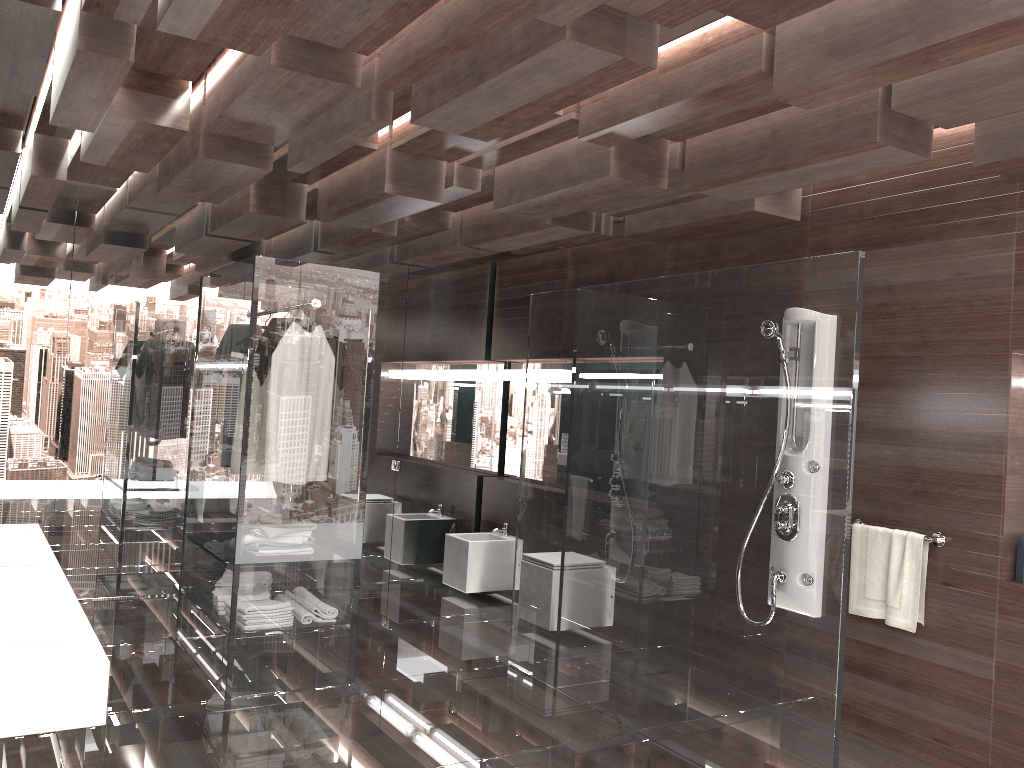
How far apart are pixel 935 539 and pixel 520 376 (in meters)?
3.53

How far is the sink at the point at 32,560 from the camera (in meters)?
2.75

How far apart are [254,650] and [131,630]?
1.3 meters

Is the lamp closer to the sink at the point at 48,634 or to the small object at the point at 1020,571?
the small object at the point at 1020,571

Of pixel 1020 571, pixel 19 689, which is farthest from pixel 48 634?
pixel 1020 571

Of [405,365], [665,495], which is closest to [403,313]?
[405,365]

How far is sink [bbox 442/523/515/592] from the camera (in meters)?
6.18

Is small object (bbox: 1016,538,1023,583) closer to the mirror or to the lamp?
the lamp

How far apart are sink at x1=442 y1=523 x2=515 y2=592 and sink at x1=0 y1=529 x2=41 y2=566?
3.3m

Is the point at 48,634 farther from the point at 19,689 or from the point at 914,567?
the point at 914,567
